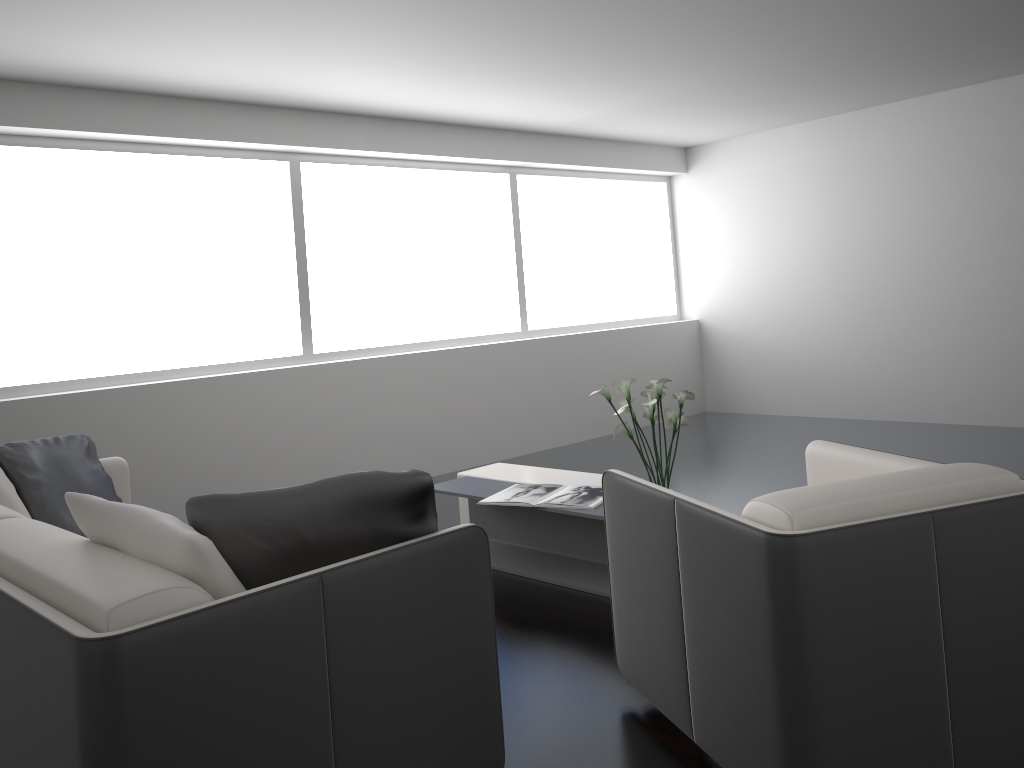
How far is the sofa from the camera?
1.6 meters

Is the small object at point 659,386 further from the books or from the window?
the window

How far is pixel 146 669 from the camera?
1.6 meters

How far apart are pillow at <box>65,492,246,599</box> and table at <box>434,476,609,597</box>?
1.9 meters

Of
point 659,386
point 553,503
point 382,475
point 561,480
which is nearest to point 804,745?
point 382,475

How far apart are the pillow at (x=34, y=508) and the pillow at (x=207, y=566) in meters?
1.2

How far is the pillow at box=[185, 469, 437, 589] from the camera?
2.0 meters

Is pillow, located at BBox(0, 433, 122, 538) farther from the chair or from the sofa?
the chair

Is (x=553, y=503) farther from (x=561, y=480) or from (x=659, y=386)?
(x=659, y=386)

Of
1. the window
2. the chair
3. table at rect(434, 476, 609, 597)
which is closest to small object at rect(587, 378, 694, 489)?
table at rect(434, 476, 609, 597)
